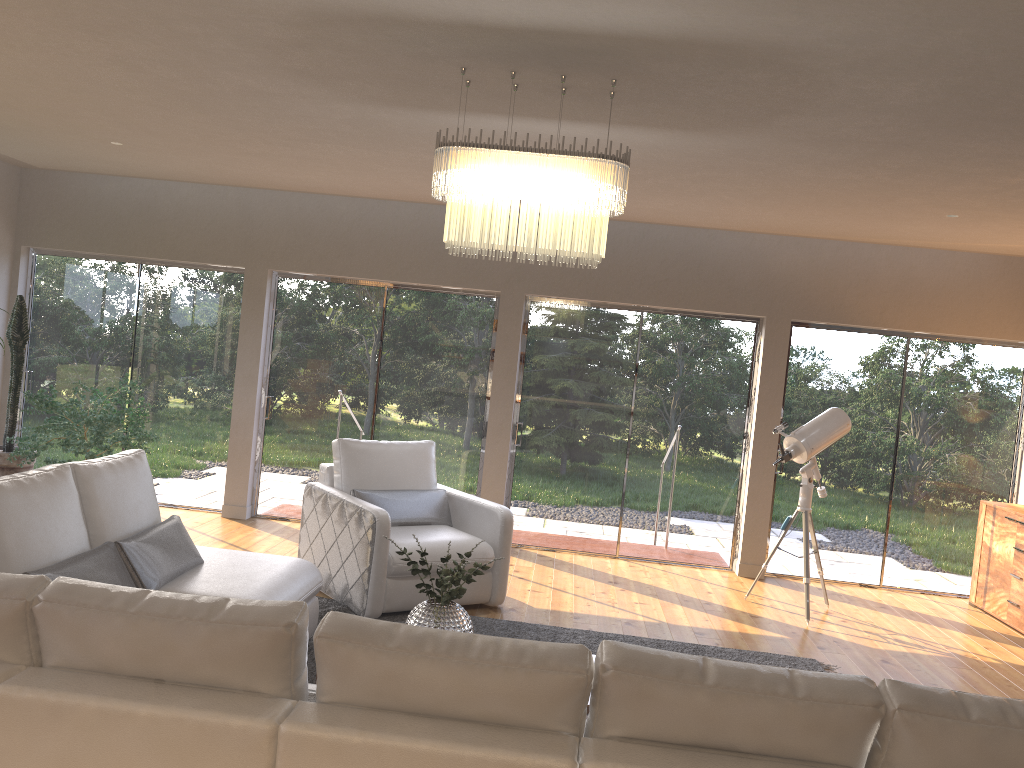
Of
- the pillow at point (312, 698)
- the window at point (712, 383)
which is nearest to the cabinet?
the window at point (712, 383)

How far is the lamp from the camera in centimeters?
351cm

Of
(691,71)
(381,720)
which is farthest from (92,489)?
(691,71)

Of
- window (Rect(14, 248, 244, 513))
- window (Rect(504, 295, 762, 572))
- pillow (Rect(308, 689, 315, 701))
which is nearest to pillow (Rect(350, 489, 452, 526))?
window (Rect(504, 295, 762, 572))

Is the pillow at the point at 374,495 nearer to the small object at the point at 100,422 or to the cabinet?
the small object at the point at 100,422

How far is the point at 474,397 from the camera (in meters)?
7.55

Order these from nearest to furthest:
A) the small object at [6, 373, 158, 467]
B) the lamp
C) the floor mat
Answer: the lamp, the floor mat, the small object at [6, 373, 158, 467]

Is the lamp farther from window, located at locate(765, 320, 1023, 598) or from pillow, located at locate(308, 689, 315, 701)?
window, located at locate(765, 320, 1023, 598)

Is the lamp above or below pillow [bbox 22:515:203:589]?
above

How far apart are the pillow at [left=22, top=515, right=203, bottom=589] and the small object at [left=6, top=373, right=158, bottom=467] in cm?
243
